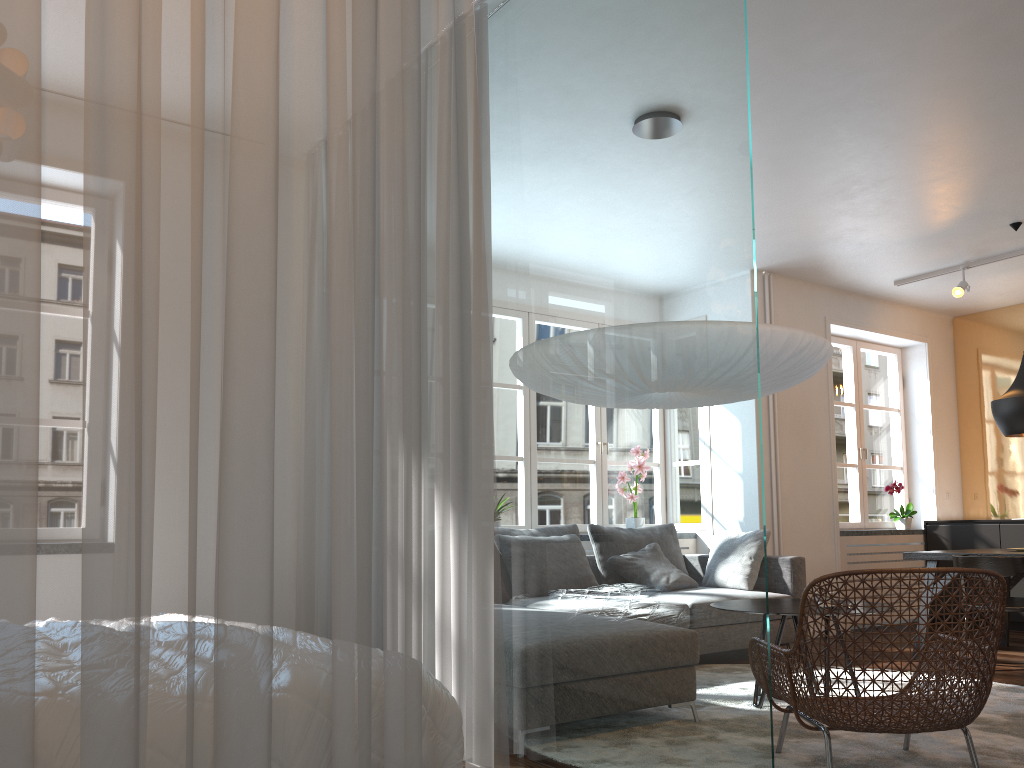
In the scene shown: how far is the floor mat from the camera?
3.10m

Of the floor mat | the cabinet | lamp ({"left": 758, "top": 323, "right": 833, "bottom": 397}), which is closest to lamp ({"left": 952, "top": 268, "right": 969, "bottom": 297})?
the cabinet

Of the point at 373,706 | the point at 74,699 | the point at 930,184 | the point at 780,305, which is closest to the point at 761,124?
the point at 930,184

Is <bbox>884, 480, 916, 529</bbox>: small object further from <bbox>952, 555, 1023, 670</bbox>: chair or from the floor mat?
the floor mat

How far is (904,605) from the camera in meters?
7.4

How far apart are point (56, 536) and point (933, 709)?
2.5m

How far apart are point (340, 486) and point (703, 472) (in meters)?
1.16

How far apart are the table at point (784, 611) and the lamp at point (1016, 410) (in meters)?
2.21

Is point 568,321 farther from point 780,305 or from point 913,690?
point 780,305

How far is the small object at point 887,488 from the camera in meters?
7.6
